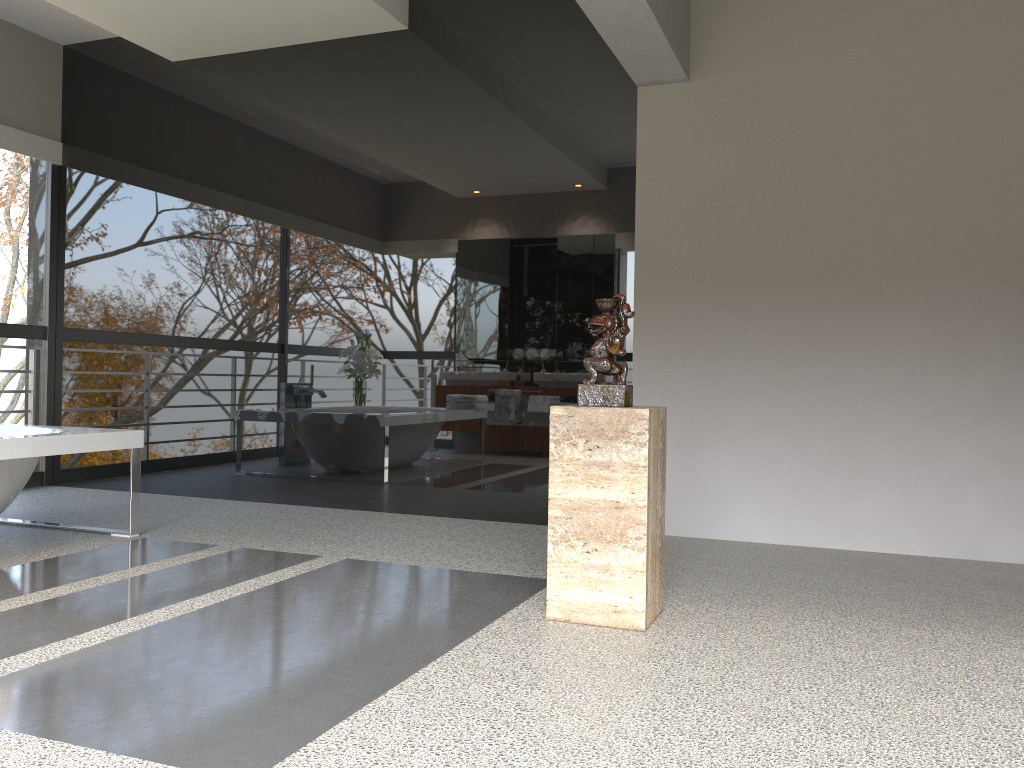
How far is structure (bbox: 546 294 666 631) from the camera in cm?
278

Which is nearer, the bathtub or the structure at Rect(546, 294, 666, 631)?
the structure at Rect(546, 294, 666, 631)

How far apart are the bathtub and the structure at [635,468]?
2.3 meters

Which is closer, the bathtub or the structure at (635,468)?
the structure at (635,468)

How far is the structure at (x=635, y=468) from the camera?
2.78m

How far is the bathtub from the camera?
3.6 meters

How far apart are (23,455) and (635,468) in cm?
254

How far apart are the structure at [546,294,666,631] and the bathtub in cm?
226
